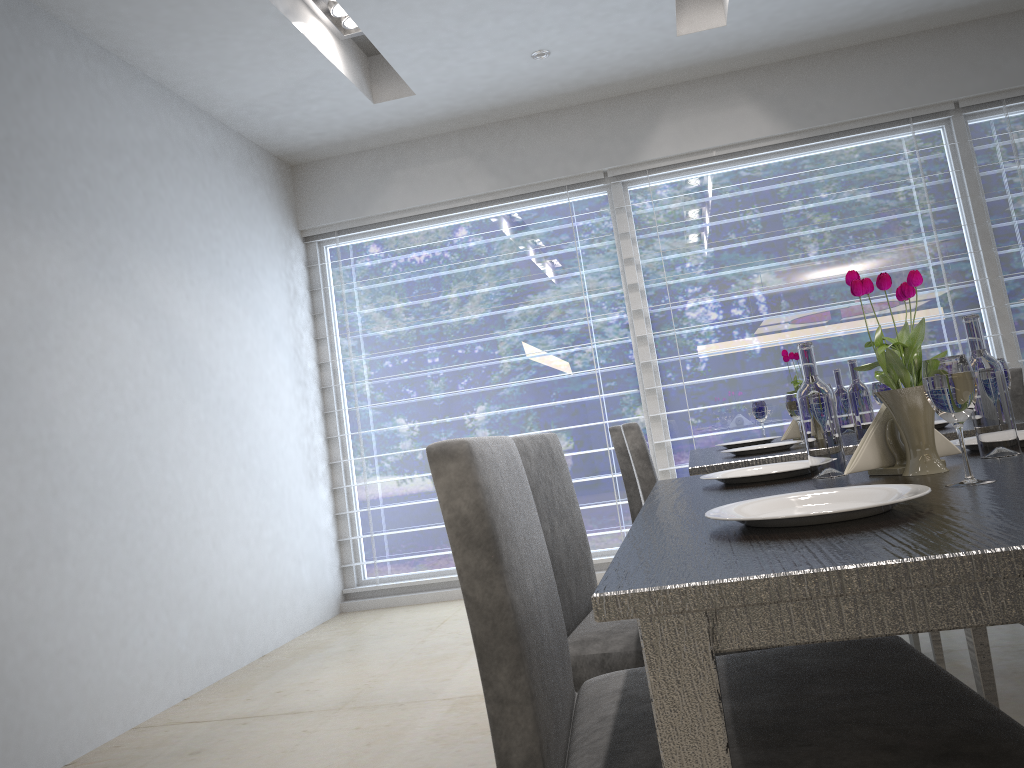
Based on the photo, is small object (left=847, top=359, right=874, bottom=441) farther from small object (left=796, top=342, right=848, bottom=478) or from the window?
the window

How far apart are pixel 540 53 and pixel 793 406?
2.3m

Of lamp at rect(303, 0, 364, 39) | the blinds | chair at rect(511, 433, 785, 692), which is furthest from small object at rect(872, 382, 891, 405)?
lamp at rect(303, 0, 364, 39)

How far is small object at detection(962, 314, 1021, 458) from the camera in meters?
1.2 m

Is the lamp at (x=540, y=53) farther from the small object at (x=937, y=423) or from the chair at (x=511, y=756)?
the chair at (x=511, y=756)

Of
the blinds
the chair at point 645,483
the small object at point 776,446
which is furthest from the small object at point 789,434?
the blinds

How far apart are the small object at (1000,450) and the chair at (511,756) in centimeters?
31cm

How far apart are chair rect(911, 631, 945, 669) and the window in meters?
2.1 m

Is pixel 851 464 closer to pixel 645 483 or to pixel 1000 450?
pixel 1000 450

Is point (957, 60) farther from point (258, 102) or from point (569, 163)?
point (258, 102)
